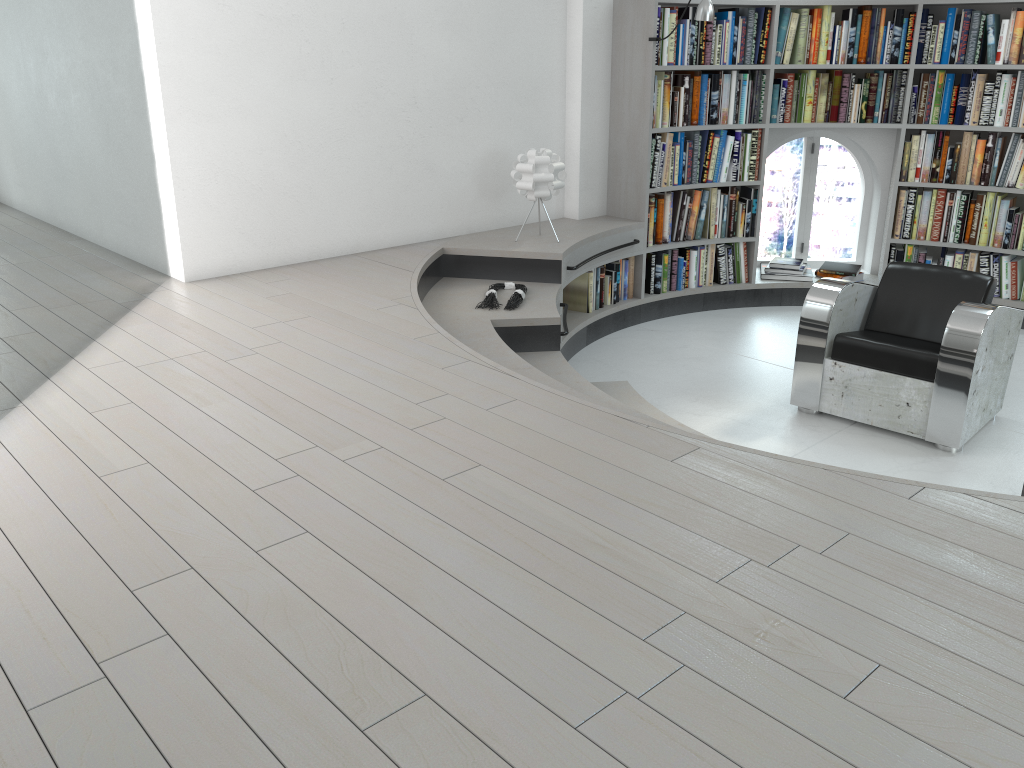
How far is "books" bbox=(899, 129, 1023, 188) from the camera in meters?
5.7 m

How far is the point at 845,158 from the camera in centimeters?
2269cm

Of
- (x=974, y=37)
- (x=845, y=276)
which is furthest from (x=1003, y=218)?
(x=974, y=37)

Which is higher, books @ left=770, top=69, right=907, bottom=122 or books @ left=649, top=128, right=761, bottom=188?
books @ left=770, top=69, right=907, bottom=122

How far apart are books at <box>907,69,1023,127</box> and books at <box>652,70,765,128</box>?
1.0m

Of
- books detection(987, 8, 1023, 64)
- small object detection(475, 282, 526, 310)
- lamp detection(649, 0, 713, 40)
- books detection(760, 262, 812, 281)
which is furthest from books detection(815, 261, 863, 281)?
small object detection(475, 282, 526, 310)

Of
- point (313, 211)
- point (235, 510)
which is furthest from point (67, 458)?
point (313, 211)

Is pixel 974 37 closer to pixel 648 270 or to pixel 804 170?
pixel 648 270

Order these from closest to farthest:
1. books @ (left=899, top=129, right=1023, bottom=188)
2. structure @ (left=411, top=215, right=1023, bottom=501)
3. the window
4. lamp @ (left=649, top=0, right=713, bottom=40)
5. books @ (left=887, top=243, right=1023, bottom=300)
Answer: structure @ (left=411, top=215, right=1023, bottom=501), lamp @ (left=649, top=0, right=713, bottom=40), books @ (left=899, top=129, right=1023, bottom=188), books @ (left=887, top=243, right=1023, bottom=300), the window

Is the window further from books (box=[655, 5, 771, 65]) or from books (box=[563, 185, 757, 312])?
books (box=[655, 5, 771, 65])
